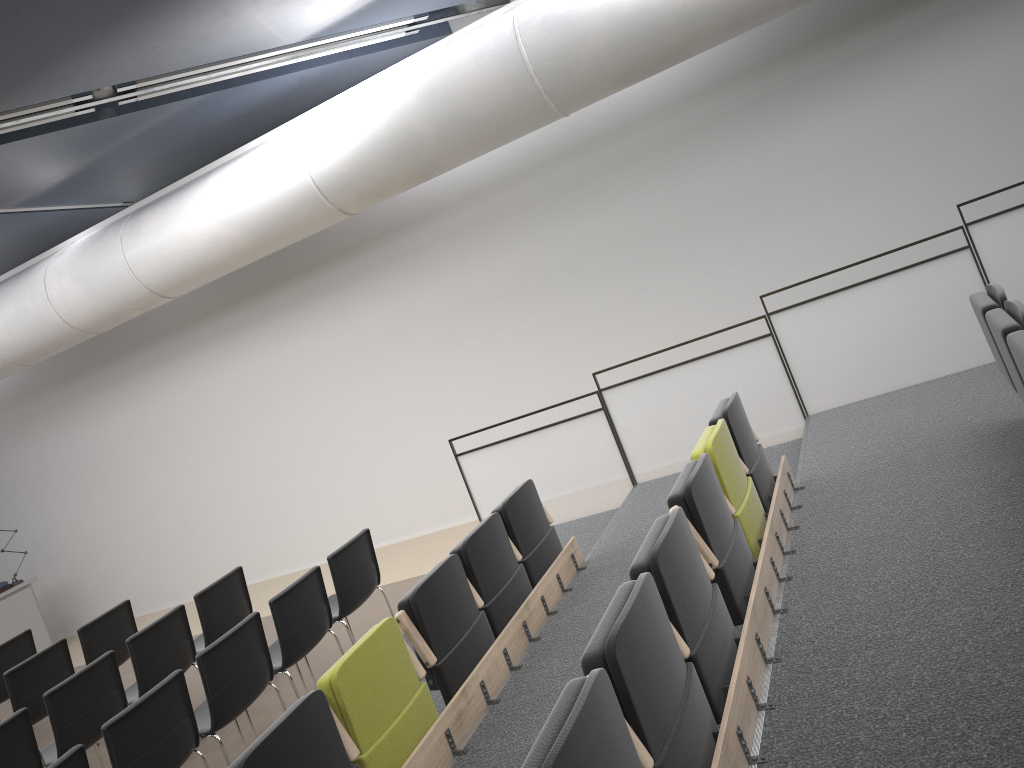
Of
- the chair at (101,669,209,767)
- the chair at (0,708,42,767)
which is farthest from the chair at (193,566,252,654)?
the chair at (101,669,209,767)

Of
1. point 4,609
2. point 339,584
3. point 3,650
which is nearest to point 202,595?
point 339,584

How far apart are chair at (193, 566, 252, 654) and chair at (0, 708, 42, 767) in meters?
1.5

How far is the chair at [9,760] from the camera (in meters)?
5.30

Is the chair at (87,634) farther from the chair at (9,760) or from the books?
the books

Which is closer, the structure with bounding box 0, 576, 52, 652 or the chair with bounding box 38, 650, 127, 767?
the chair with bounding box 38, 650, 127, 767

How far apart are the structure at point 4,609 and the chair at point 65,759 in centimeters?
804cm

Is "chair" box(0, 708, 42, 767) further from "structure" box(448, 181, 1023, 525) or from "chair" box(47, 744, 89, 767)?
"structure" box(448, 181, 1023, 525)

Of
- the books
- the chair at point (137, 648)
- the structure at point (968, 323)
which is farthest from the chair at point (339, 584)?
the books

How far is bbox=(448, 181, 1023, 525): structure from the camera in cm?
629
